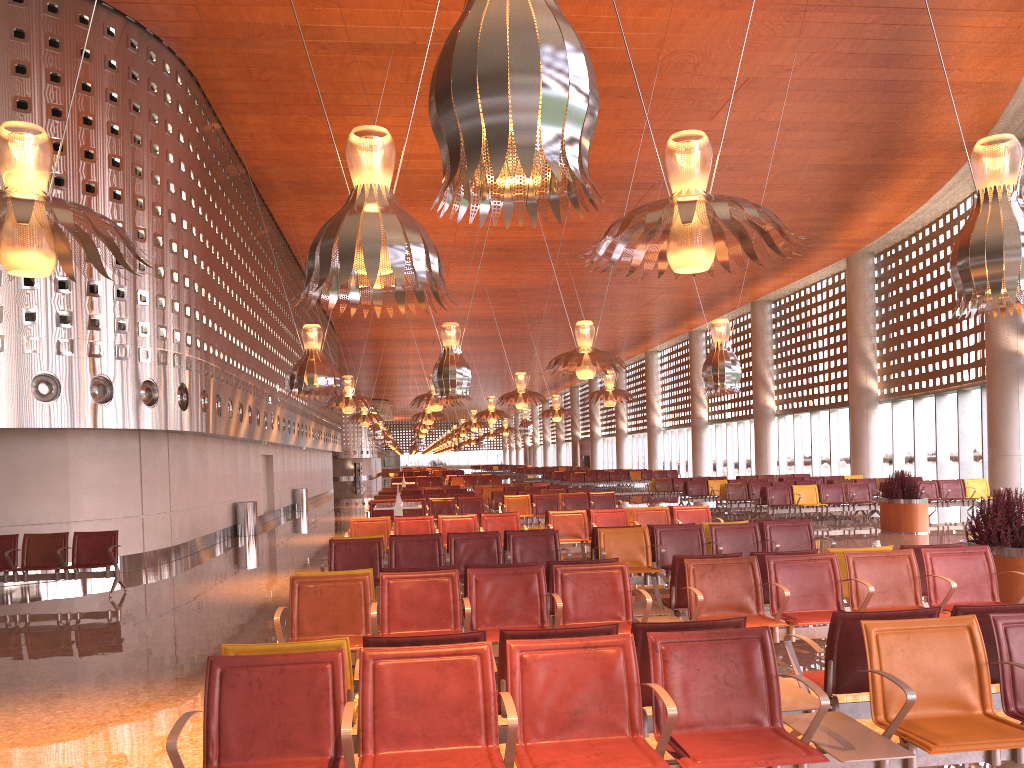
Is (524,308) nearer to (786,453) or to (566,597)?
(786,453)
